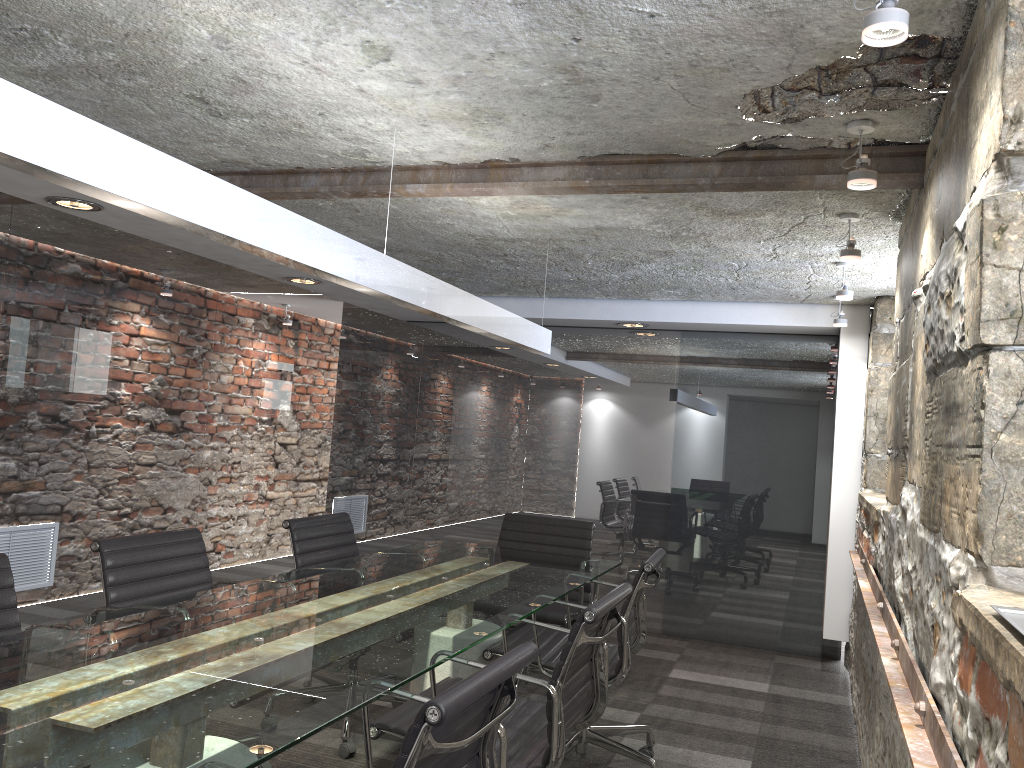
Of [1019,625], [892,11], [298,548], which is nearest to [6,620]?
[298,548]

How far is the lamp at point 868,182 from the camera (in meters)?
2.36

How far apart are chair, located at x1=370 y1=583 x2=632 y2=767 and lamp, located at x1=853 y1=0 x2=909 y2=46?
1.4m

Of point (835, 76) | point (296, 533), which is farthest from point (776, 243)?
point (296, 533)

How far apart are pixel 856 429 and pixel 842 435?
0.08m

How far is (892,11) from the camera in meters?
1.5

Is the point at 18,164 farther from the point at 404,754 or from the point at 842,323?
the point at 842,323

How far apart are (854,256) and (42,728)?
2.92m

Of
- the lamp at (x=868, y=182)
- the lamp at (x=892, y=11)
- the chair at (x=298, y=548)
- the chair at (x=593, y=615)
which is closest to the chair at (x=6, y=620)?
the chair at (x=593, y=615)

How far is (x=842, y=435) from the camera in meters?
5.2 m
